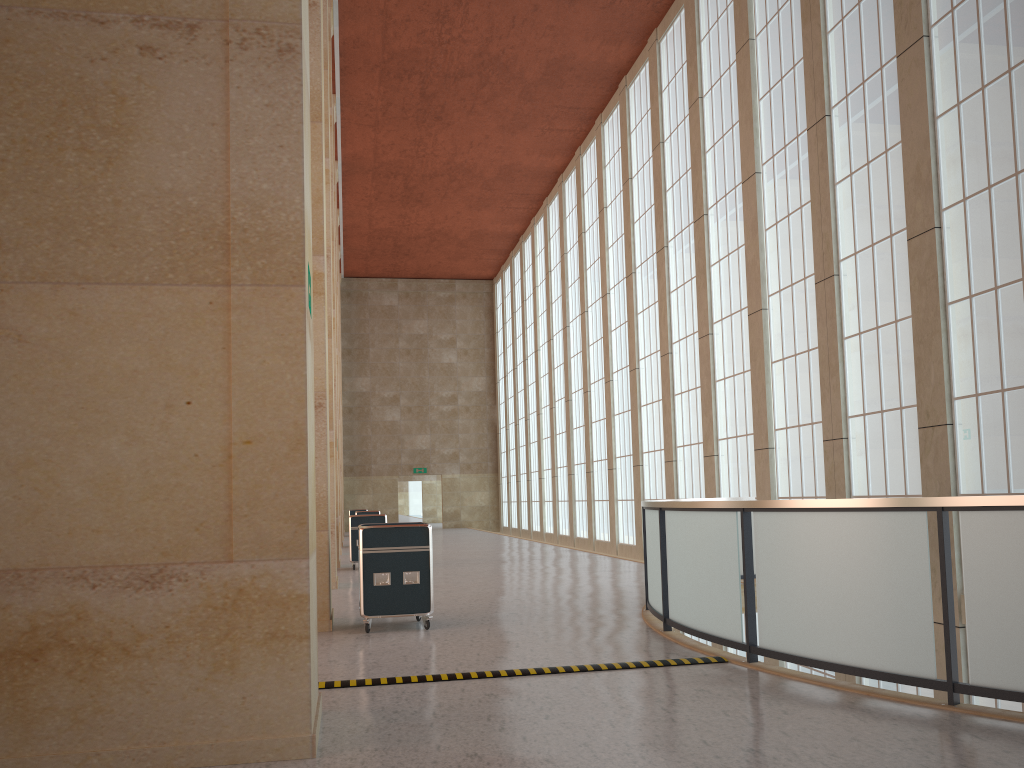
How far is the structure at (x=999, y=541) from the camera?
7.1m

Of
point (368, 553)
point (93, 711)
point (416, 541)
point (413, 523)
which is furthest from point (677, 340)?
point (93, 711)

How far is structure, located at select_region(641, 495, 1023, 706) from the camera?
7.14m

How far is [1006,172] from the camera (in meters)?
14.34

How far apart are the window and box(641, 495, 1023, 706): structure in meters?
2.4 m

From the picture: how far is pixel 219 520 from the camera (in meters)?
6.50

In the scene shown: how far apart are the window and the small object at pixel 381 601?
9.3 meters

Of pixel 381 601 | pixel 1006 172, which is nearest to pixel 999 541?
pixel 381 601

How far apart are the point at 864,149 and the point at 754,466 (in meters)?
8.49

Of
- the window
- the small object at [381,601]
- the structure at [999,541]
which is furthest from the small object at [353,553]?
the small object at [381,601]
